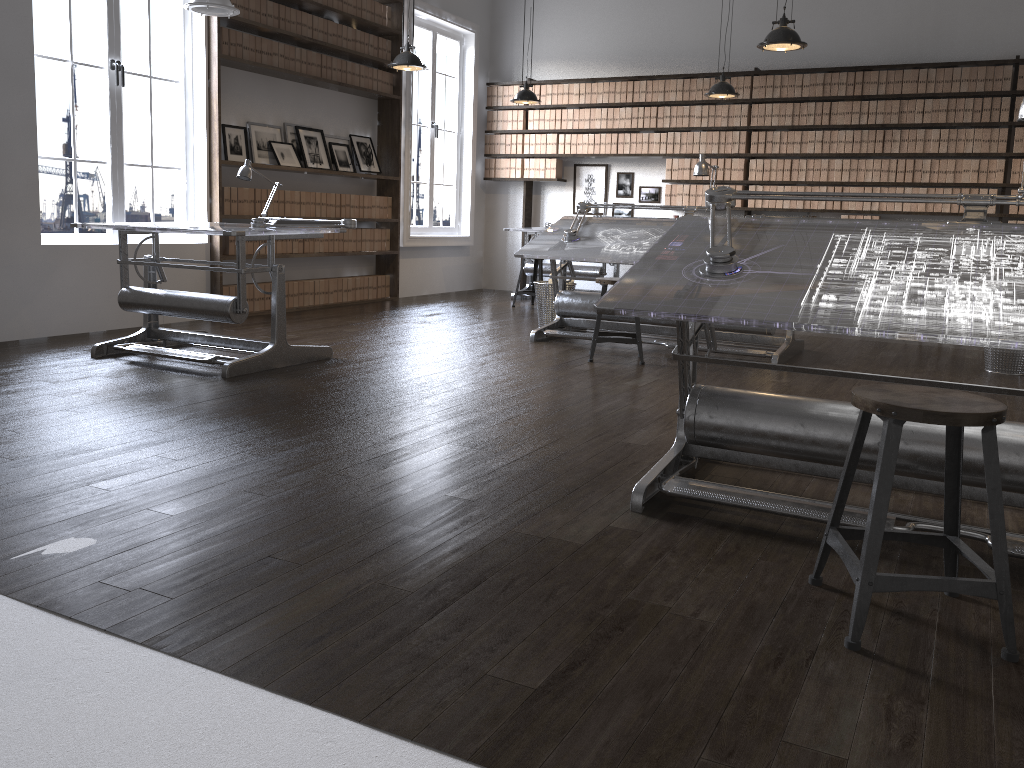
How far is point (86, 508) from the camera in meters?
2.6 m

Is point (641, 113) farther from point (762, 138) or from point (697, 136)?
point (762, 138)

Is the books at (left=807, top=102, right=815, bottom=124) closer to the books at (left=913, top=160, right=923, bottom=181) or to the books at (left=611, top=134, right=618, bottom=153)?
the books at (left=913, top=160, right=923, bottom=181)

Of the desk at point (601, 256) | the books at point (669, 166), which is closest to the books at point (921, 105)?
the books at point (669, 166)

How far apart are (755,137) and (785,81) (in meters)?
0.59

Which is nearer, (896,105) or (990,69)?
(990,69)

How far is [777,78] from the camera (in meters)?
8.74

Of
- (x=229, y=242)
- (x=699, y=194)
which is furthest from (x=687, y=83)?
(x=229, y=242)

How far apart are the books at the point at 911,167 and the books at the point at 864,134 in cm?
44

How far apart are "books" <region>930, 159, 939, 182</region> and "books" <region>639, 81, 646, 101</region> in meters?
3.0 m
